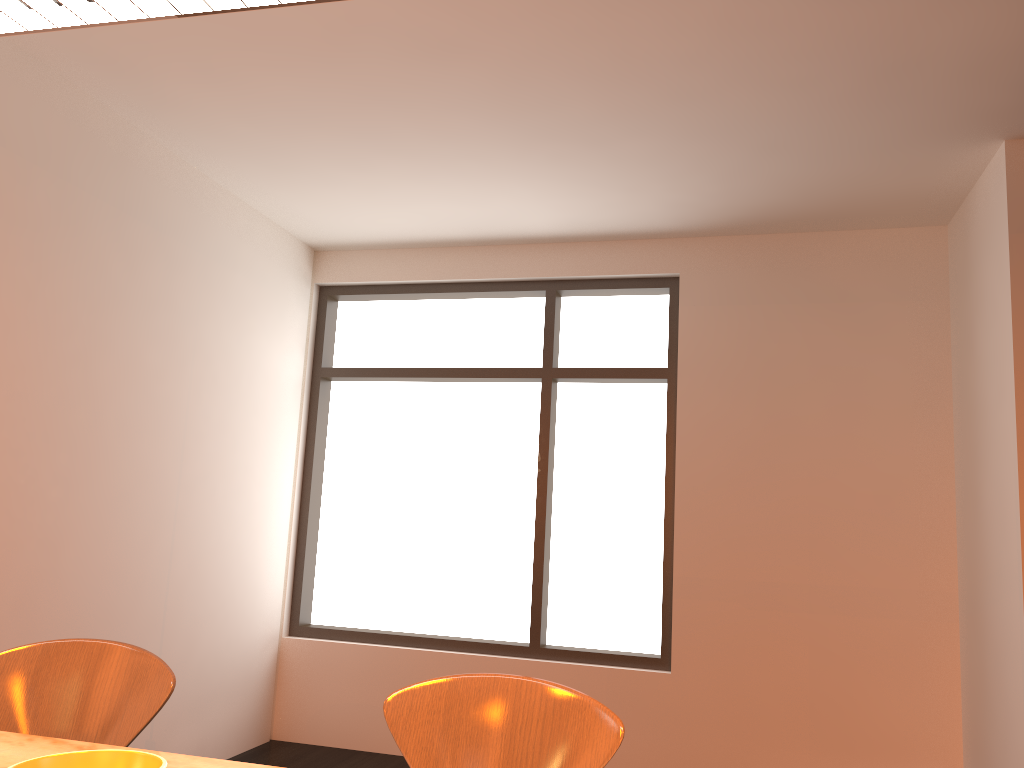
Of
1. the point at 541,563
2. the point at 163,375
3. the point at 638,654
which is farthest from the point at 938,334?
the point at 163,375

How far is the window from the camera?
5.0m

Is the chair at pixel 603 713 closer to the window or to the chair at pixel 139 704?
the chair at pixel 139 704

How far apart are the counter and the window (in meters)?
3.74

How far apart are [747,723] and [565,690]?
3.5m

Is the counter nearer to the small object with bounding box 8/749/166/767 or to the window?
the small object with bounding box 8/749/166/767

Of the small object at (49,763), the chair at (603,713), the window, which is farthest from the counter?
the window

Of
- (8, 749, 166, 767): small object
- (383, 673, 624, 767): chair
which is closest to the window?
(383, 673, 624, 767): chair

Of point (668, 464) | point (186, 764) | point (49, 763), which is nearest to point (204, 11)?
point (49, 763)

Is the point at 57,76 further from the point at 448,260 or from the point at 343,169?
the point at 448,260
